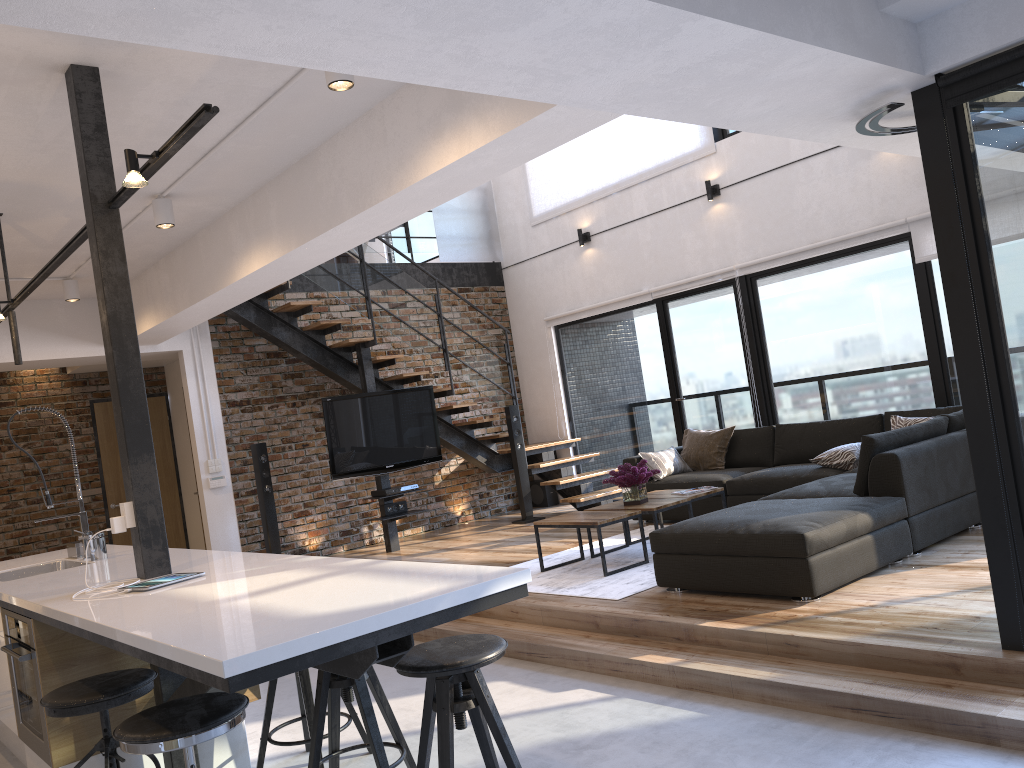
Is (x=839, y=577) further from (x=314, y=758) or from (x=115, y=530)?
(x=115, y=530)

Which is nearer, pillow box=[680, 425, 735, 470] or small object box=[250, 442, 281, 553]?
pillow box=[680, 425, 735, 470]

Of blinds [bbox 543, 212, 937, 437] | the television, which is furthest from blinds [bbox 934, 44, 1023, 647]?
the television

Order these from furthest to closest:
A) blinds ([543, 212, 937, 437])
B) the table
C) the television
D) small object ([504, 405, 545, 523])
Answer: small object ([504, 405, 545, 523]) < the television < blinds ([543, 212, 937, 437]) < the table

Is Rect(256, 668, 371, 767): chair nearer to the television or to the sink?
the sink

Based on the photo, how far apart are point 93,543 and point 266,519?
3.70m

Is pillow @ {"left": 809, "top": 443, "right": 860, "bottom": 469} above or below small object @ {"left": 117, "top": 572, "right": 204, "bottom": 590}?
below

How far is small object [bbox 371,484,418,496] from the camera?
8.1m

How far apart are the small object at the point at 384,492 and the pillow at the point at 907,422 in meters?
4.2

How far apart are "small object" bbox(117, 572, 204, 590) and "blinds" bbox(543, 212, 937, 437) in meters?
5.9
